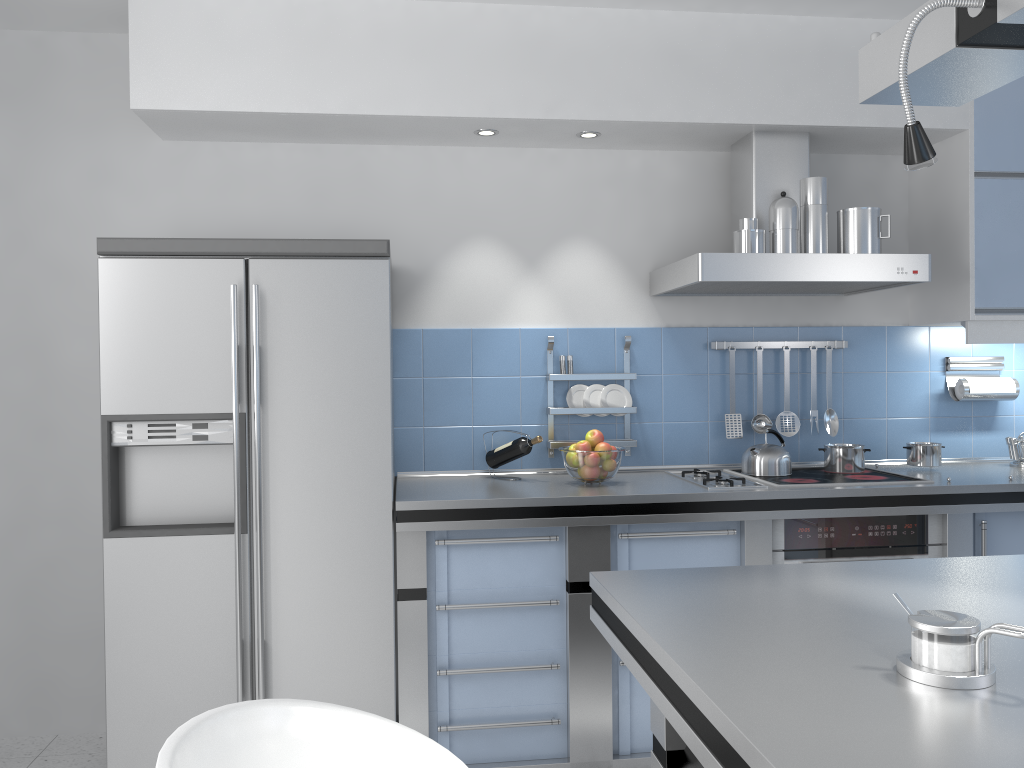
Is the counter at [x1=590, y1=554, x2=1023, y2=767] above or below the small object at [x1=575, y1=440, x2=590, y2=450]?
below

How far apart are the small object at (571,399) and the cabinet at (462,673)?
0.7 meters

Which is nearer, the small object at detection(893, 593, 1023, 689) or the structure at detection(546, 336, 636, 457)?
the small object at detection(893, 593, 1023, 689)

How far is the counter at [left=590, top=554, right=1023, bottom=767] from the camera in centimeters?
101cm

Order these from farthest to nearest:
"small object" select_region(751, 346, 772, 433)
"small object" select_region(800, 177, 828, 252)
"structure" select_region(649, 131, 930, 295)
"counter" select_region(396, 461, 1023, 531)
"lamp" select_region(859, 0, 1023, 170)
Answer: "small object" select_region(751, 346, 772, 433) → "small object" select_region(800, 177, 828, 252) → "structure" select_region(649, 131, 930, 295) → "counter" select_region(396, 461, 1023, 531) → "lamp" select_region(859, 0, 1023, 170)

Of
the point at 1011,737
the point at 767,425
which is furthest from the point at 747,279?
the point at 1011,737

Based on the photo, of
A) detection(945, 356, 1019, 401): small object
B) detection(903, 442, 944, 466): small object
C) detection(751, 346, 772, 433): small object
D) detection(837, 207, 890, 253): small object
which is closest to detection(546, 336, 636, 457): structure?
detection(751, 346, 772, 433): small object

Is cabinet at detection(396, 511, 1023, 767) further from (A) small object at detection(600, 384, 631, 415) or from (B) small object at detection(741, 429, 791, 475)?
(A) small object at detection(600, 384, 631, 415)

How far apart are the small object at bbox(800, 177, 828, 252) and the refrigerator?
1.5m

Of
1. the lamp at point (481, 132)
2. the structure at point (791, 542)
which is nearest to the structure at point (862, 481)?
the structure at point (791, 542)
